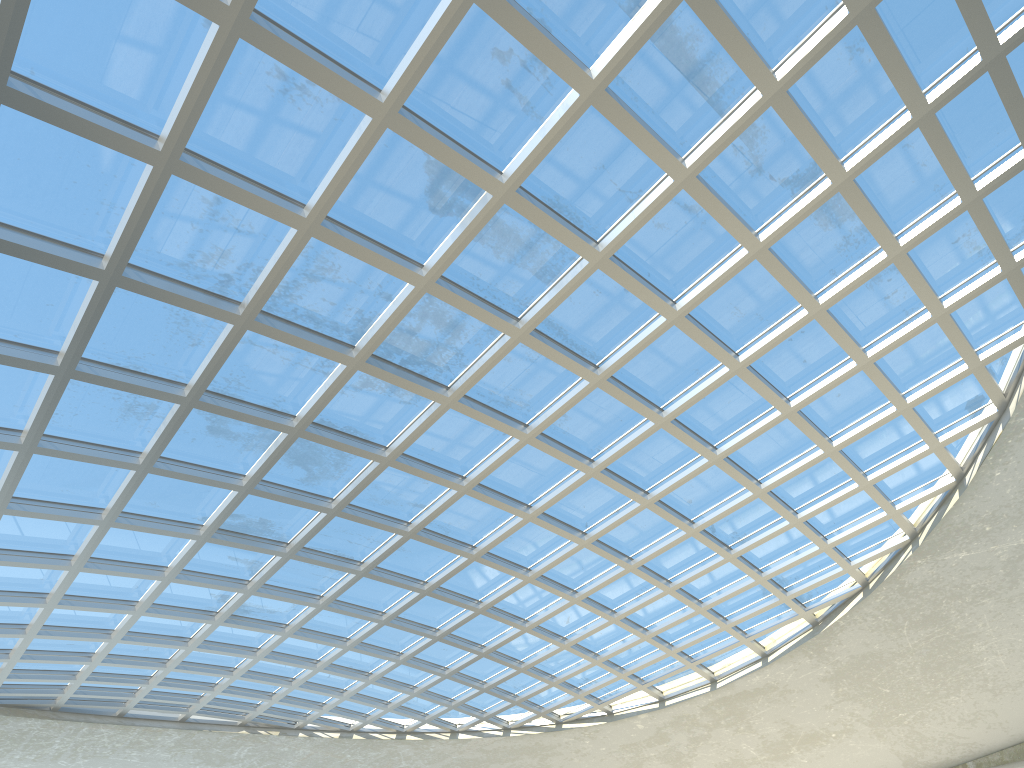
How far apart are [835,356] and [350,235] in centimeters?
2997cm

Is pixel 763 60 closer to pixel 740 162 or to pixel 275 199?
pixel 740 162
